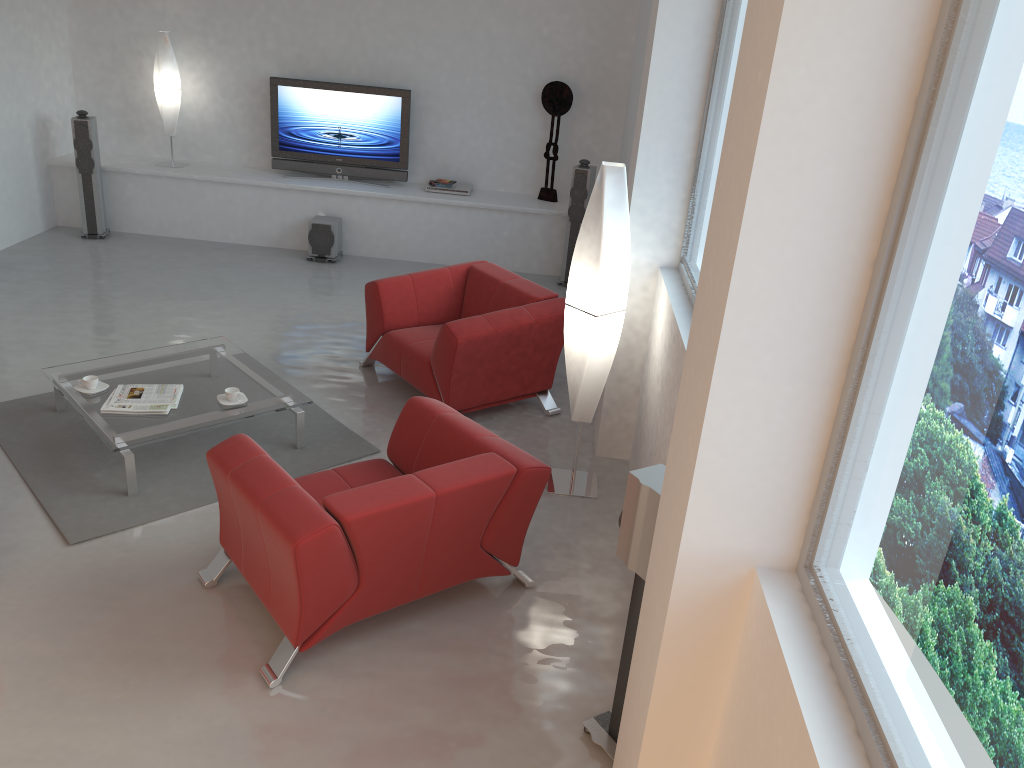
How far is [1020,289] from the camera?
1.4 meters

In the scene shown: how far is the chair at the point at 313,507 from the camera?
3.2 meters

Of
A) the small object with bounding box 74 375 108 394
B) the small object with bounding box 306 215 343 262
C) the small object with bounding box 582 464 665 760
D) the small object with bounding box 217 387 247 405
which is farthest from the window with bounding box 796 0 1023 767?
the small object with bounding box 306 215 343 262

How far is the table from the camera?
4.5m

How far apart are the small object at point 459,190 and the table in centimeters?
353cm

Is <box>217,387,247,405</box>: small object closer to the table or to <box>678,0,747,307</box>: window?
the table

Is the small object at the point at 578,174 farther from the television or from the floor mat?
the floor mat

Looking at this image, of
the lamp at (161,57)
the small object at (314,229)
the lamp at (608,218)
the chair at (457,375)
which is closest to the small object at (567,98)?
the small object at (314,229)

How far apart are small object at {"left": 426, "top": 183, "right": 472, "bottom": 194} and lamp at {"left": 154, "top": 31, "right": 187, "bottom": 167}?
2.6 meters

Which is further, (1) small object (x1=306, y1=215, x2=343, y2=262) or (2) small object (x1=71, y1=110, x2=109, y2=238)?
(1) small object (x1=306, y1=215, x2=343, y2=262)
